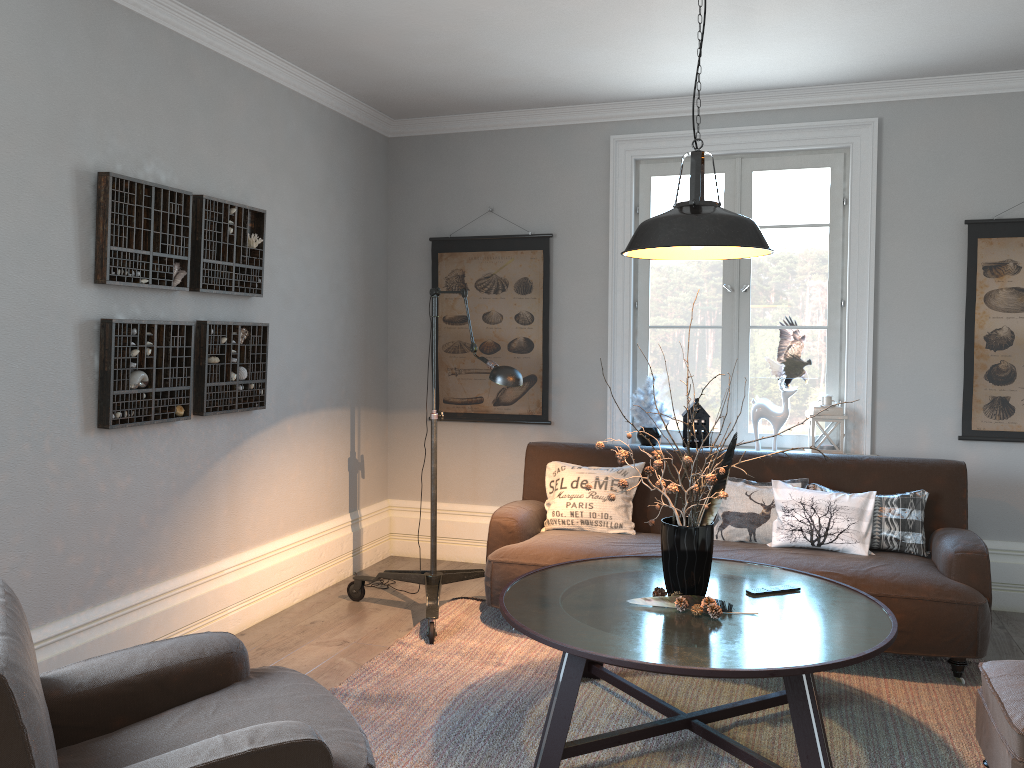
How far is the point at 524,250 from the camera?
5.3m

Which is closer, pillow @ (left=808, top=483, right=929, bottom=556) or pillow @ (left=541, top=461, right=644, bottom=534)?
pillow @ (left=808, top=483, right=929, bottom=556)

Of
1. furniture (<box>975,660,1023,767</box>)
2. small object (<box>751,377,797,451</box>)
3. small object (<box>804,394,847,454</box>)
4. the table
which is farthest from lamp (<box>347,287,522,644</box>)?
furniture (<box>975,660,1023,767</box>)

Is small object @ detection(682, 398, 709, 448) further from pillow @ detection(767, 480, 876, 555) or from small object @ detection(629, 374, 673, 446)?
pillow @ detection(767, 480, 876, 555)

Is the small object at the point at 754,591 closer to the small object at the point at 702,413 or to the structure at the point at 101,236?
the small object at the point at 702,413

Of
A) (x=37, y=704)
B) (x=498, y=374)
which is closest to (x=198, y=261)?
(x=498, y=374)

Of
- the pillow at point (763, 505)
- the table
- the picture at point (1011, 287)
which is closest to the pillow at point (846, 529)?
the pillow at point (763, 505)

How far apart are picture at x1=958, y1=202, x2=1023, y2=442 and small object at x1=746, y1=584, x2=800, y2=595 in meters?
2.0 m

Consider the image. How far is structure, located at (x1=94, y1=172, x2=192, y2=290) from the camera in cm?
329

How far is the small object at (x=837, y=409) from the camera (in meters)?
4.66
